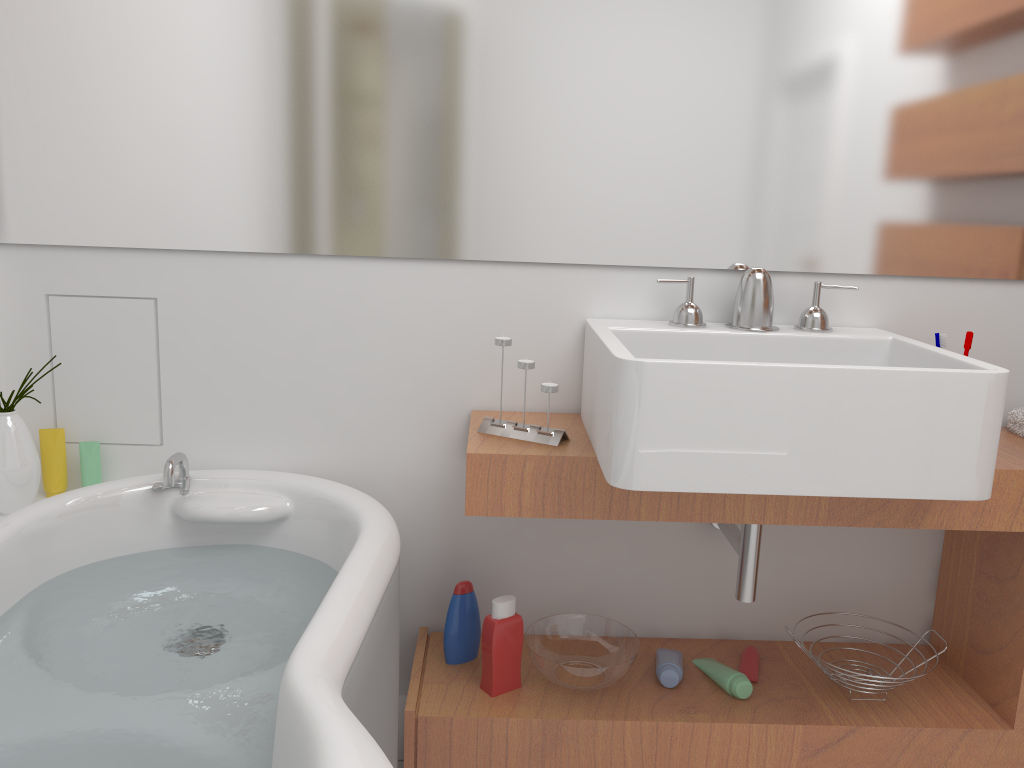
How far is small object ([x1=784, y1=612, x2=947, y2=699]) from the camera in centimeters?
186cm

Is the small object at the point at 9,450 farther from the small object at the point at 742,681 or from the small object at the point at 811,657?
the small object at the point at 811,657

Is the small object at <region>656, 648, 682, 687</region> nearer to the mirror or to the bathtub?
the bathtub

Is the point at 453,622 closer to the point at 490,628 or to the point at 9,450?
the point at 490,628

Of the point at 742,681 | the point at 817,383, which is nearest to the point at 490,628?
the point at 742,681

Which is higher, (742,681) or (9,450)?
(9,450)

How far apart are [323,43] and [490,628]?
1.25m

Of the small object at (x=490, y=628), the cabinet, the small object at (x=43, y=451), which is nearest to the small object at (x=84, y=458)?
the small object at (x=43, y=451)

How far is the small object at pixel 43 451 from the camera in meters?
2.0 m

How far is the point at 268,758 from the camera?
1.17m
